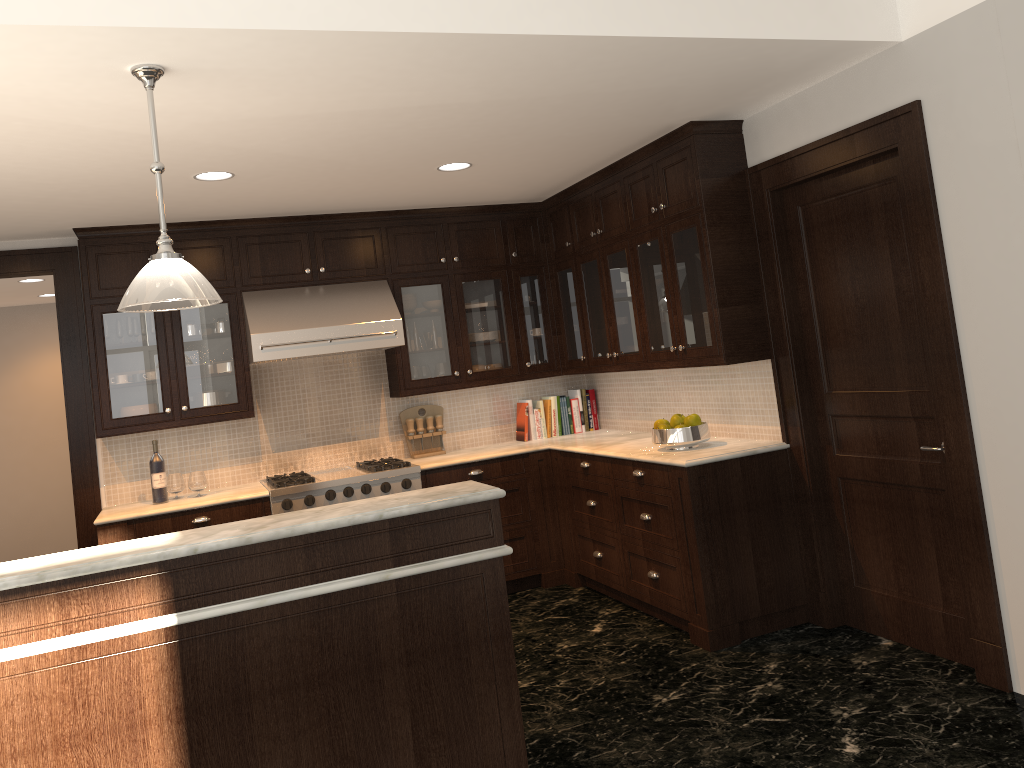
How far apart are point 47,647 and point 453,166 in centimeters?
316cm

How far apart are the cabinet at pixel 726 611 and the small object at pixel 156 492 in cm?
25

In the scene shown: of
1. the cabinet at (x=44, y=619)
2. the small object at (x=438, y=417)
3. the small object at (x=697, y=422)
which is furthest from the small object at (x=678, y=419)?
the cabinet at (x=44, y=619)

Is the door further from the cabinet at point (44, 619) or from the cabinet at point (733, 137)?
the cabinet at point (44, 619)

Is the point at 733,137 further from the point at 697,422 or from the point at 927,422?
the point at 927,422

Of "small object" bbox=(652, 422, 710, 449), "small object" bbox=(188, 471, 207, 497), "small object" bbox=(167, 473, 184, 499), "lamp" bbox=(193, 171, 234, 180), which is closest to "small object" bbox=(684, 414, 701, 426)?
"small object" bbox=(652, 422, 710, 449)

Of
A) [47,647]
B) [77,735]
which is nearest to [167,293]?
[47,647]

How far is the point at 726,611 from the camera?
4.4m

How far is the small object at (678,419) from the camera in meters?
4.8

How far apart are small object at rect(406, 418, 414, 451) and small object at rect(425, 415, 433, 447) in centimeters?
13cm
